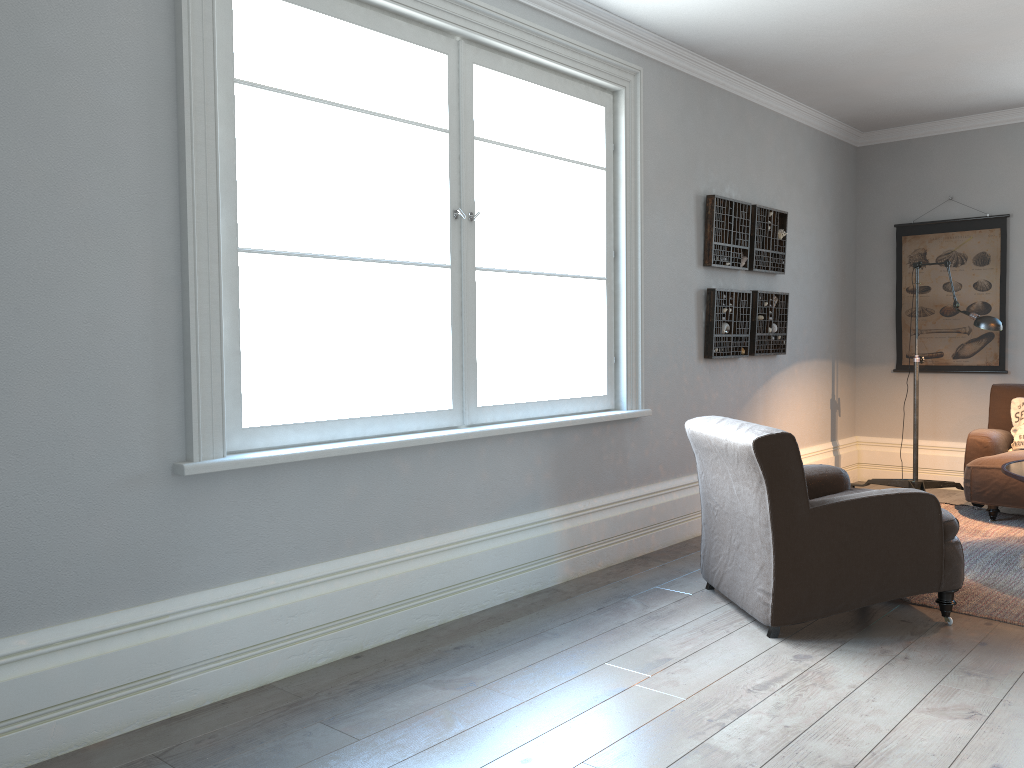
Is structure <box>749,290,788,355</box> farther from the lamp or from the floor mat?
the floor mat

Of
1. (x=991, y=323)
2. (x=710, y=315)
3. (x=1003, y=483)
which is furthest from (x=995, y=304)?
(x=710, y=315)

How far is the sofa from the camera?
5.2m

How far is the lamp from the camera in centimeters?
507cm

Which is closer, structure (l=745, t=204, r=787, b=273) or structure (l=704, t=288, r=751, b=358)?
structure (l=704, t=288, r=751, b=358)

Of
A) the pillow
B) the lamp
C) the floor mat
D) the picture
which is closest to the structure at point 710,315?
the lamp

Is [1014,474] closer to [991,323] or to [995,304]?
[991,323]

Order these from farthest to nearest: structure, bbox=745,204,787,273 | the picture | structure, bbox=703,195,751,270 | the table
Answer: the picture → structure, bbox=745,204,787,273 → structure, bbox=703,195,751,270 → the table

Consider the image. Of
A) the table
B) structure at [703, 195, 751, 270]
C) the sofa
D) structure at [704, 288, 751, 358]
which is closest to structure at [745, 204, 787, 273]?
structure at [703, 195, 751, 270]

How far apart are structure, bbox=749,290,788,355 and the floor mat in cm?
144
